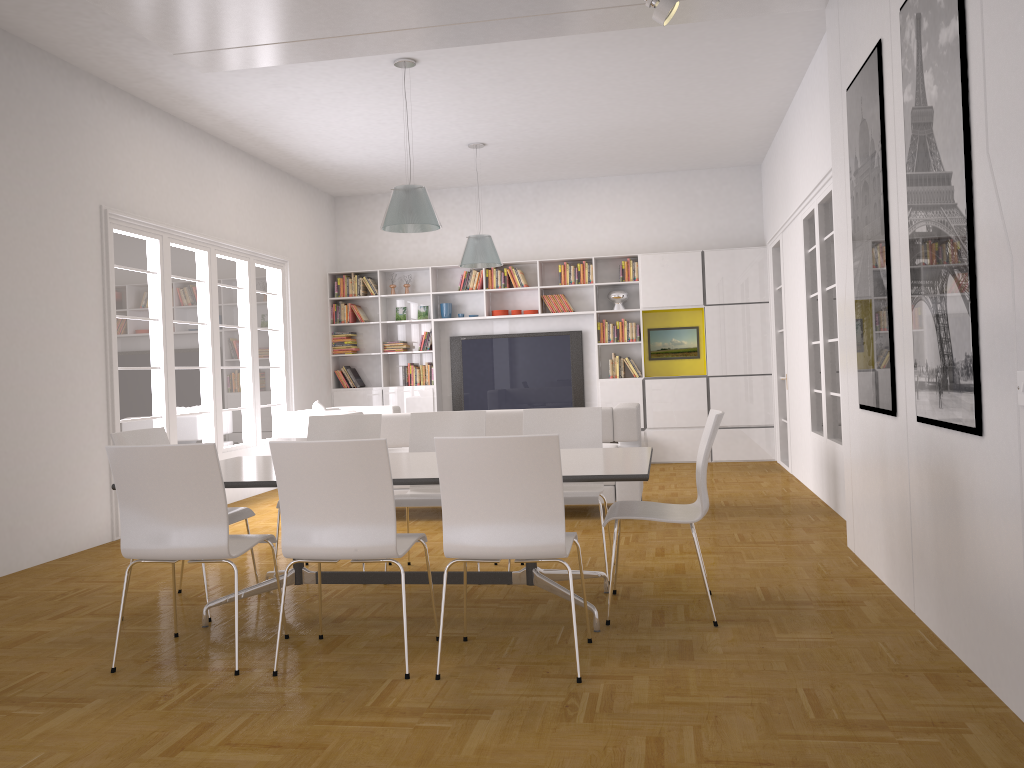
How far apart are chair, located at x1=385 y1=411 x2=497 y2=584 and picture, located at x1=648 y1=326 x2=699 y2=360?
5.7m

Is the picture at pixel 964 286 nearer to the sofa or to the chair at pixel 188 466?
the chair at pixel 188 466

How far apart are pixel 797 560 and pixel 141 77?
5.80m

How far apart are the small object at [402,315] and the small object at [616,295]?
2.64m

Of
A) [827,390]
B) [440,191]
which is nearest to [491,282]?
[440,191]

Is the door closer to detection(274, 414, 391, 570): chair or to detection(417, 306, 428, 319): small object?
detection(417, 306, 428, 319): small object

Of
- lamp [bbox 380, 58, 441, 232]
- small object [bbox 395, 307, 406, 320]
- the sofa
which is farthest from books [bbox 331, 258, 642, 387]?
lamp [bbox 380, 58, 441, 232]

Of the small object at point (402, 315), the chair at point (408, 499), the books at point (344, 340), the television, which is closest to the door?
the television

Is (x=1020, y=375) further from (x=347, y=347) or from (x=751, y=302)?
(x=347, y=347)

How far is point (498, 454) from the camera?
3.28m
